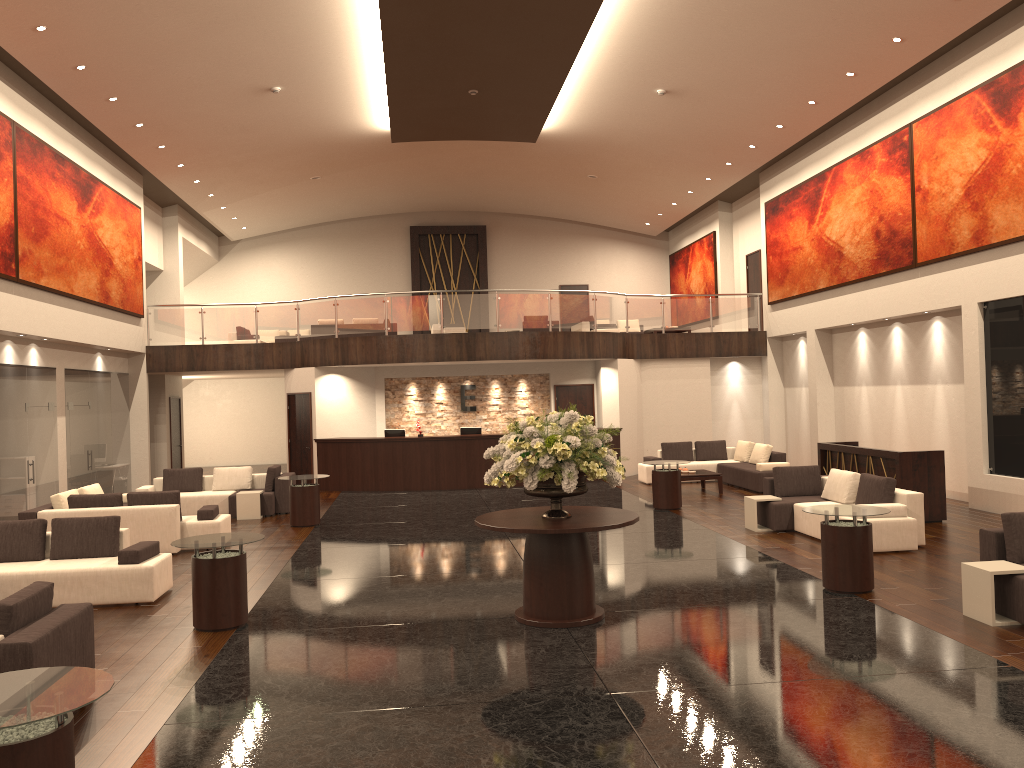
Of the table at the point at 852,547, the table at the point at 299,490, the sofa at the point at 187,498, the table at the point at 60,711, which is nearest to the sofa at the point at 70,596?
the table at the point at 299,490

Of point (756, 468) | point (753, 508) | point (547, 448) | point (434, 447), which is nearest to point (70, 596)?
point (547, 448)

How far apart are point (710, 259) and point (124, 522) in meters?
18.6

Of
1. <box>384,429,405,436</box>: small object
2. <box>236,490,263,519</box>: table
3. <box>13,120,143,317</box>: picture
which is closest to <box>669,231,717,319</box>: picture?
<box>384,429,405,436</box>: small object

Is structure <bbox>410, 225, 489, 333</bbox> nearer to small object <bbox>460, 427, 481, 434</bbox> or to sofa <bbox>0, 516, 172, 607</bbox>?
small object <bbox>460, 427, 481, 434</bbox>

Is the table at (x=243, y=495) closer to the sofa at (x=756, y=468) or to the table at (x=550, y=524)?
the sofa at (x=756, y=468)

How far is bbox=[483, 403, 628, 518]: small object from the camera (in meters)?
7.64

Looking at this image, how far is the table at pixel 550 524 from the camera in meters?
7.7

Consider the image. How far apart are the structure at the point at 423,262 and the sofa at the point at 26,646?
23.4 meters

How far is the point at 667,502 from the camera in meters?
15.0
